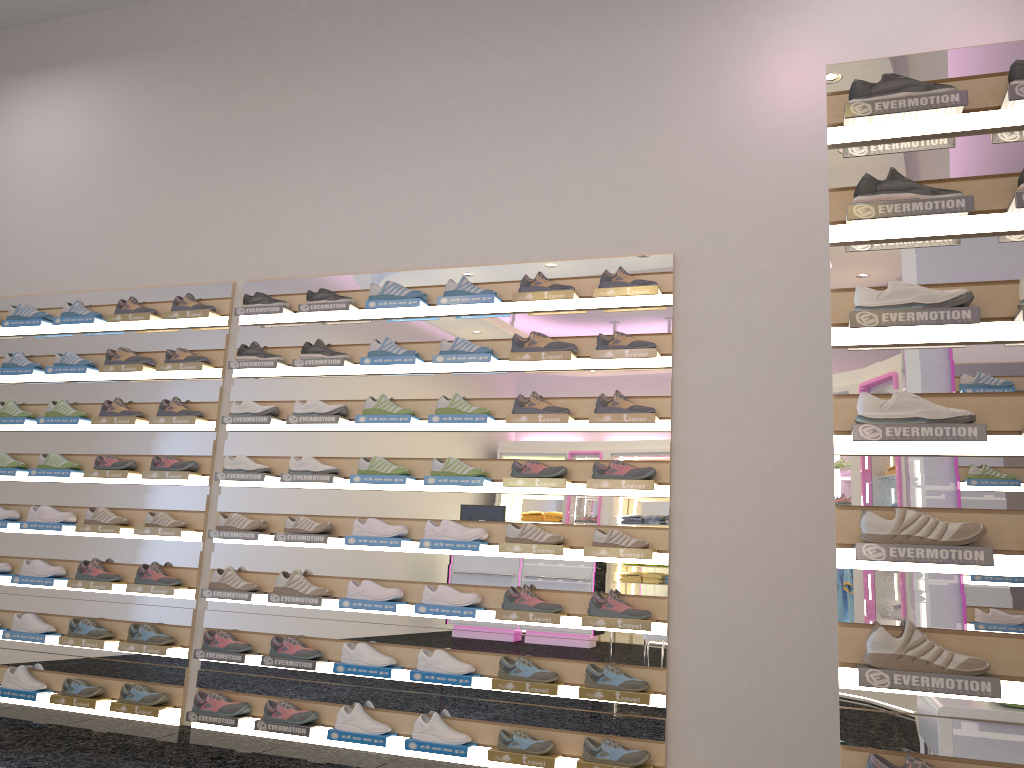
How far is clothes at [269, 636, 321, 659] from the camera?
4.4 meters

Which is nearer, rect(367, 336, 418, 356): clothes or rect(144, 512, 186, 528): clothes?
rect(367, 336, 418, 356): clothes

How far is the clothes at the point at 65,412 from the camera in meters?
5.3

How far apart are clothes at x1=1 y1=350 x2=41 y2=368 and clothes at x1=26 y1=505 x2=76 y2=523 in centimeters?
91cm

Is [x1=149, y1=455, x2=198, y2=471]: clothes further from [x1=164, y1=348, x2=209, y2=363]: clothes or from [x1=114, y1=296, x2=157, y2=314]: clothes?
[x1=114, y1=296, x2=157, y2=314]: clothes

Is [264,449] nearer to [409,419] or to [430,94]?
[409,419]

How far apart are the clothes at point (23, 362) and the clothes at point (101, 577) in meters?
1.3 m

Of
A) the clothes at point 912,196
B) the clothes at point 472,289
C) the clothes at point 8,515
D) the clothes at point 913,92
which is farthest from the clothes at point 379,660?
the clothes at point 913,92

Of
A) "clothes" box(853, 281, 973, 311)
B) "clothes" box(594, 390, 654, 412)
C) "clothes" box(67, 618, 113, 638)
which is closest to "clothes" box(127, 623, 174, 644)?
"clothes" box(67, 618, 113, 638)

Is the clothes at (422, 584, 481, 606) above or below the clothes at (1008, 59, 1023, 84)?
below
